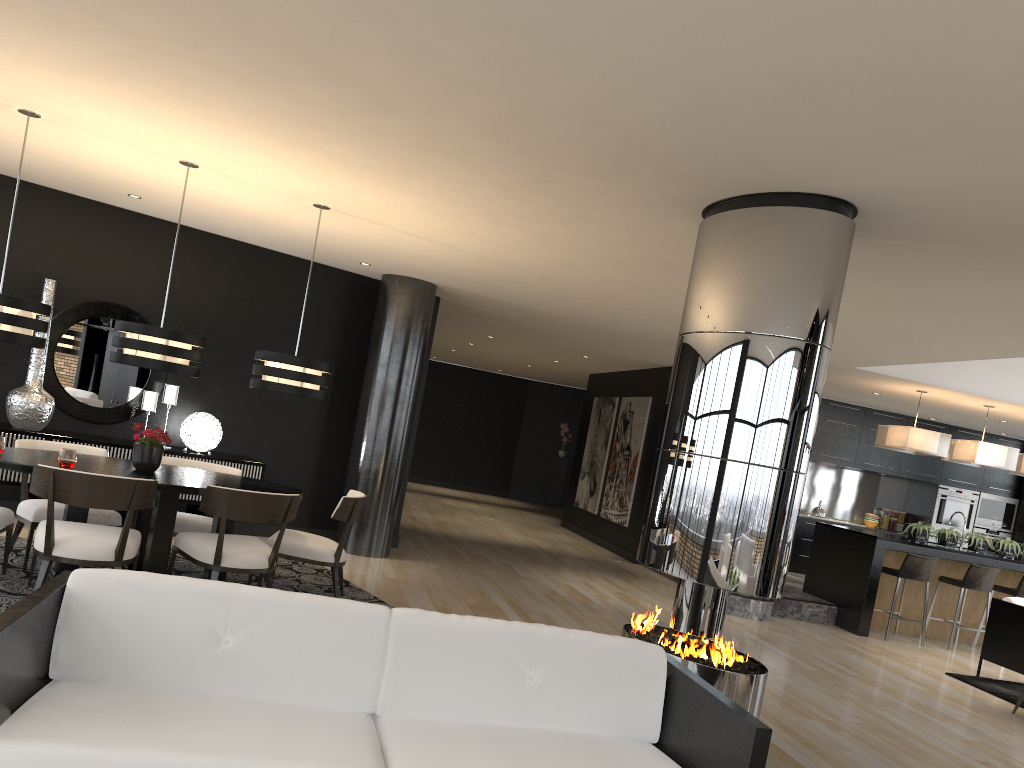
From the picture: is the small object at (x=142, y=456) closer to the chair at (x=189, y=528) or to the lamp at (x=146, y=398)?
the chair at (x=189, y=528)

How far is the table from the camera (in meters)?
5.19

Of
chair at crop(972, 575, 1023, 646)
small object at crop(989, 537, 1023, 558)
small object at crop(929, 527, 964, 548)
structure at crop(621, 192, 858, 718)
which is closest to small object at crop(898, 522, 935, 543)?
small object at crop(929, 527, 964, 548)

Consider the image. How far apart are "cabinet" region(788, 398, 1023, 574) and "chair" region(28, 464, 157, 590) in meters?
9.5

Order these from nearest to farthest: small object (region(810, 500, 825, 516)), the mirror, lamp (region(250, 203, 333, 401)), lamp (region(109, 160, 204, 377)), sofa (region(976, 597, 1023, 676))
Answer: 1. lamp (region(109, 160, 204, 377))
2. lamp (region(250, 203, 333, 401))
3. the mirror
4. sofa (region(976, 597, 1023, 676))
5. small object (region(810, 500, 825, 516))

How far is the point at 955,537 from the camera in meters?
9.6

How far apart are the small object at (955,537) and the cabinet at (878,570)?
0.24m

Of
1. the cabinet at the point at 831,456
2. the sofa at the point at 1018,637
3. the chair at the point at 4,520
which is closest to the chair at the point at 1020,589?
the sofa at the point at 1018,637

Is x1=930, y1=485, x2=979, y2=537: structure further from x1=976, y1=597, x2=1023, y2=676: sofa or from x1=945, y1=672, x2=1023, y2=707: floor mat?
x1=945, y1=672, x2=1023, y2=707: floor mat

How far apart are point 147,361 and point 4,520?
1.2 meters
